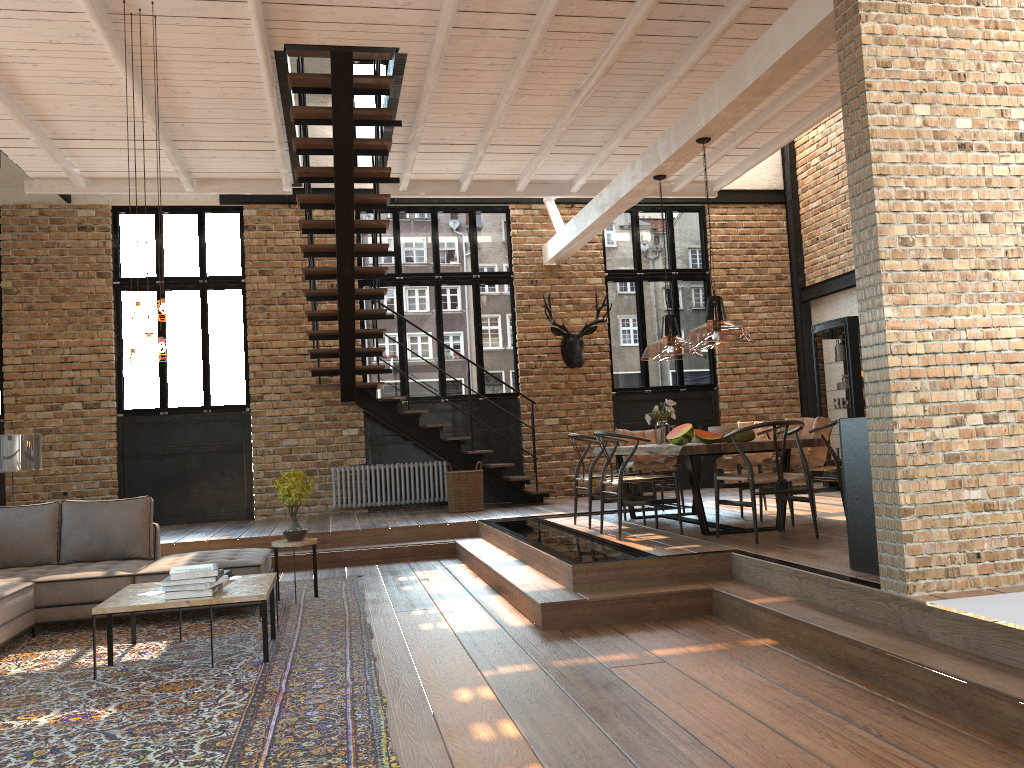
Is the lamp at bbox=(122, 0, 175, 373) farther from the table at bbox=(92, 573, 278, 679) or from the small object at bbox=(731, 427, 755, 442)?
A: the small object at bbox=(731, 427, 755, 442)

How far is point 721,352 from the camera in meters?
12.8

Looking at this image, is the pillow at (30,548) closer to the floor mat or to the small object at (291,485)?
the floor mat

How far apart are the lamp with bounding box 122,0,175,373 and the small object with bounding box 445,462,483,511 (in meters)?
5.25

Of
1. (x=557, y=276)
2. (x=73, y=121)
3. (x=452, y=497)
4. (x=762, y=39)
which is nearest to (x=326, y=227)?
(x=73, y=121)

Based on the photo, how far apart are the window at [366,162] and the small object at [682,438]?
6.8 meters

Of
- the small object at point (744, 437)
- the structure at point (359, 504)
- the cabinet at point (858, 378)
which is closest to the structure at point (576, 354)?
the structure at point (359, 504)

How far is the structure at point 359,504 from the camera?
11.5m

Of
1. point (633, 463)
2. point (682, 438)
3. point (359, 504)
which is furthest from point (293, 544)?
point (359, 504)

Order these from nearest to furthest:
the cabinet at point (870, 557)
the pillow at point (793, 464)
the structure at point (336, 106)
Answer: the cabinet at point (870, 557), the pillow at point (793, 464), the structure at point (336, 106)
